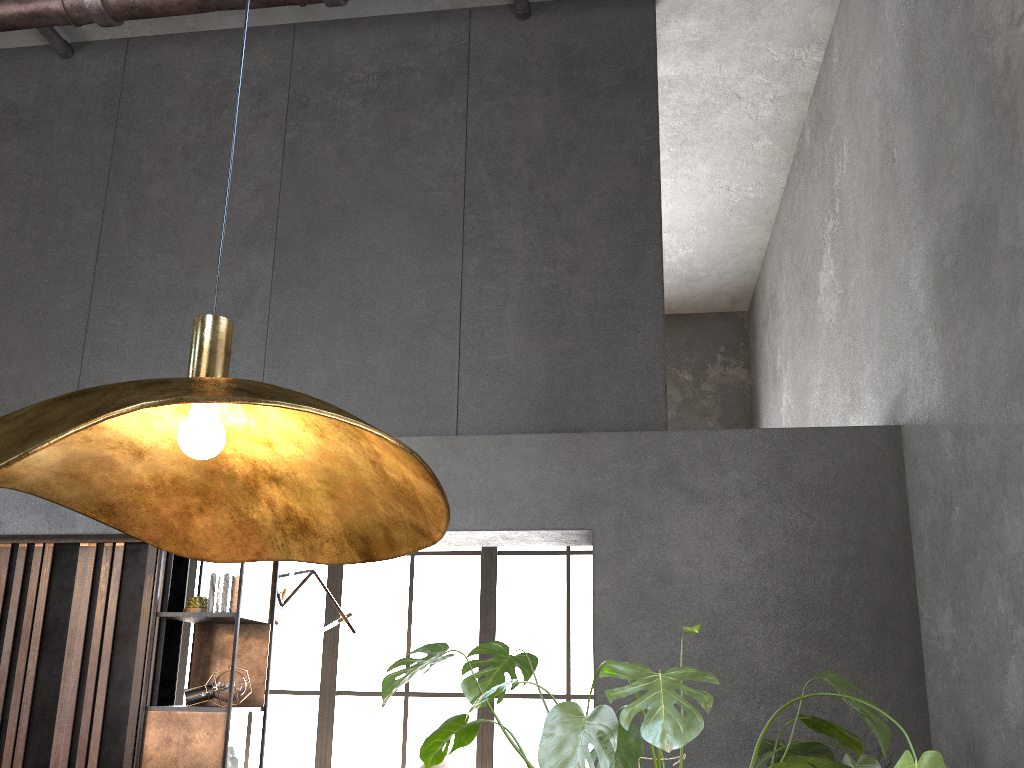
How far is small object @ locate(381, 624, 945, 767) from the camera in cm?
204

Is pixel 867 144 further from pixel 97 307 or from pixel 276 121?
pixel 97 307

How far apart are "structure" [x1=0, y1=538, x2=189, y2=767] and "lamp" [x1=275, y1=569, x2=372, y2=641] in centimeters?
195cm

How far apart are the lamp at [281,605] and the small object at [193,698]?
2.2 meters

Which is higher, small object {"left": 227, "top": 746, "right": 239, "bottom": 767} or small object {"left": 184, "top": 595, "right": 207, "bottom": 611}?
small object {"left": 184, "top": 595, "right": 207, "bottom": 611}

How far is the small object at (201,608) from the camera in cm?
417

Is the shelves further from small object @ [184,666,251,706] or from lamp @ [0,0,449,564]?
lamp @ [0,0,449,564]

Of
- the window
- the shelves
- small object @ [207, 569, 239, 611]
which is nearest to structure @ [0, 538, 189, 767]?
the shelves

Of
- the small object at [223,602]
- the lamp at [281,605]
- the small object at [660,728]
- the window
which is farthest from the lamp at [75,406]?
the window

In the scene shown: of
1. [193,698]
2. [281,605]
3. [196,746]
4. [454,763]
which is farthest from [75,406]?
[454,763]
